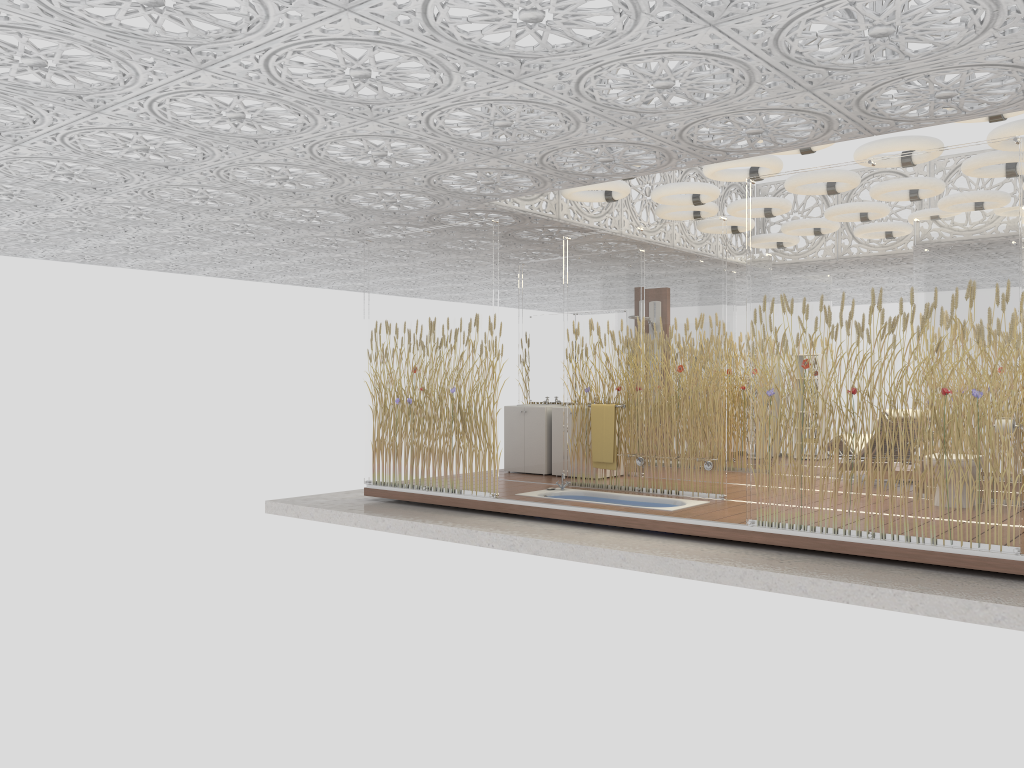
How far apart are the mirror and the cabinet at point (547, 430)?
0.5m

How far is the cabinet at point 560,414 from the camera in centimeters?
1014cm

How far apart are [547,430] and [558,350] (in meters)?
1.10

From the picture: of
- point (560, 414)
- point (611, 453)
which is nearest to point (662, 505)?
point (611, 453)

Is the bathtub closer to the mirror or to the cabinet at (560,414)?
the cabinet at (560,414)

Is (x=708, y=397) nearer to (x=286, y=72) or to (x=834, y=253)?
(x=834, y=253)

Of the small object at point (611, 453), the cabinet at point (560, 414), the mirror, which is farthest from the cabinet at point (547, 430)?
the small object at point (611, 453)

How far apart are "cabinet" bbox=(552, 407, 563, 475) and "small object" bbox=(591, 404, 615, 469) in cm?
A: 124

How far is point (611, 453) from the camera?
8.8 meters

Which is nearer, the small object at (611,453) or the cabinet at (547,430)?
the small object at (611,453)
